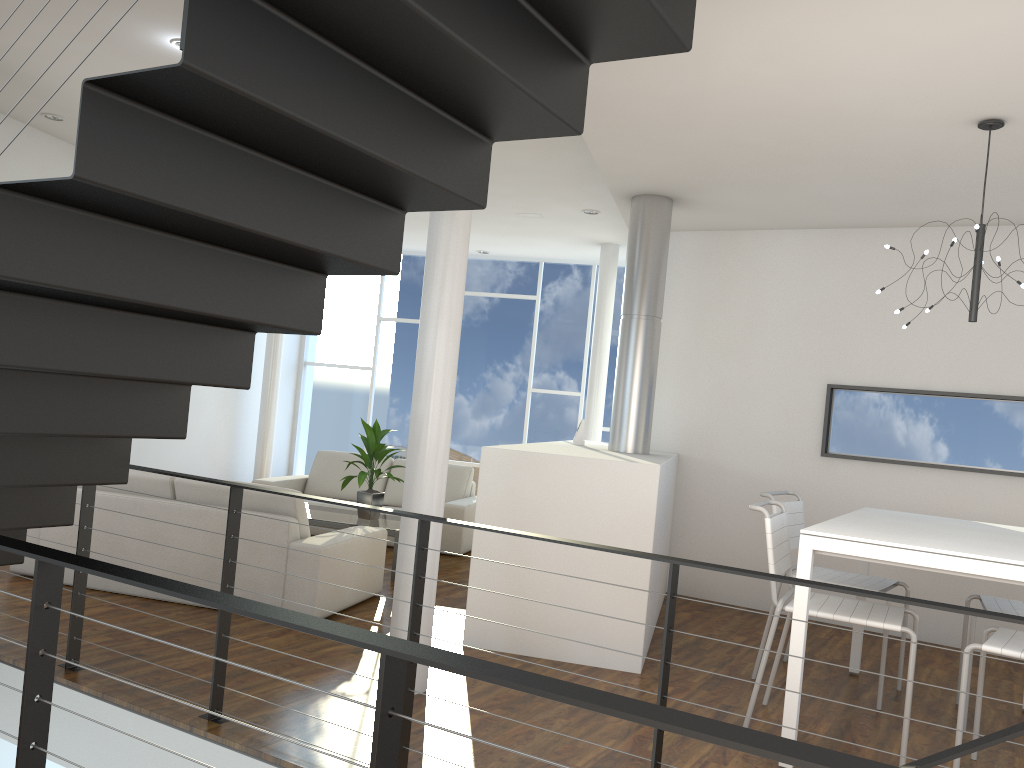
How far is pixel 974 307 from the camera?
3.17m

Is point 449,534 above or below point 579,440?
below

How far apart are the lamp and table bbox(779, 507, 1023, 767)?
0.8 meters

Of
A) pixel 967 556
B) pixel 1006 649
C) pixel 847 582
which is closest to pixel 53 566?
pixel 967 556

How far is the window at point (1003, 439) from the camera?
4.61m

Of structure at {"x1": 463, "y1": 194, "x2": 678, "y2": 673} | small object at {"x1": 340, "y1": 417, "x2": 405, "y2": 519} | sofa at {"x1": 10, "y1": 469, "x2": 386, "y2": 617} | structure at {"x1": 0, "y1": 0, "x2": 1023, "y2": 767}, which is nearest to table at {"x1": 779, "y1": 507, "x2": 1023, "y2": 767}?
structure at {"x1": 463, "y1": 194, "x2": 678, "y2": 673}

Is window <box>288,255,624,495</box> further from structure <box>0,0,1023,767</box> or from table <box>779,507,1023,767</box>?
structure <box>0,0,1023,767</box>

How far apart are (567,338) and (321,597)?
4.7 meters

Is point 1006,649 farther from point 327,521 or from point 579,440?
point 327,521

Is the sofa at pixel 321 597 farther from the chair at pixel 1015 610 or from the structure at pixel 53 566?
the chair at pixel 1015 610
